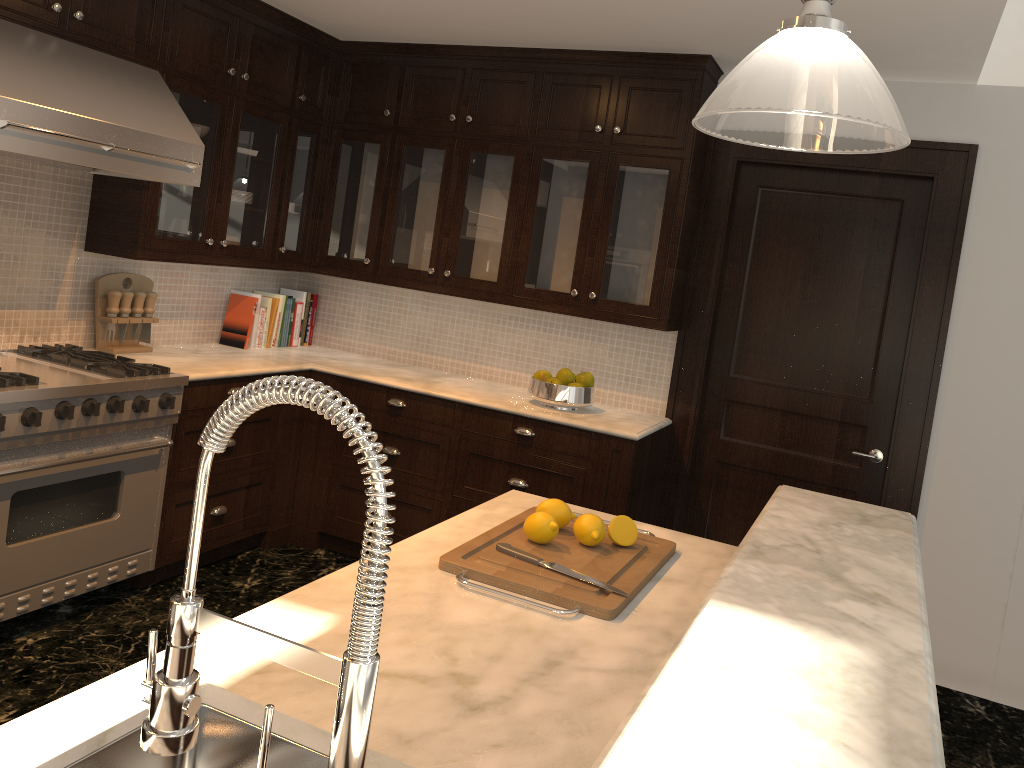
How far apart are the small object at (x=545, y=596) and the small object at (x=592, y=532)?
0.02m

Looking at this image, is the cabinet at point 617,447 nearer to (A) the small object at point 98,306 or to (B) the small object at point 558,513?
(A) the small object at point 98,306

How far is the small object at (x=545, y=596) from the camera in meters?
1.8

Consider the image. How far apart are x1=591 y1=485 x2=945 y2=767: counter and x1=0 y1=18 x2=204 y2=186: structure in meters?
2.5

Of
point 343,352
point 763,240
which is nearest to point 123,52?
point 343,352

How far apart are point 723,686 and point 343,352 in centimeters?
414cm

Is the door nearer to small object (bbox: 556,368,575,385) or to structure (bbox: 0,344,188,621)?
small object (bbox: 556,368,575,385)

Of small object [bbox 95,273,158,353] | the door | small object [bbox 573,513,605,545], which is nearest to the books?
→ small object [bbox 95,273,158,353]

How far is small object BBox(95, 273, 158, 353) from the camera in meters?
3.8 m

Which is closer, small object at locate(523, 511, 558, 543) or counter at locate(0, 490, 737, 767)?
counter at locate(0, 490, 737, 767)
